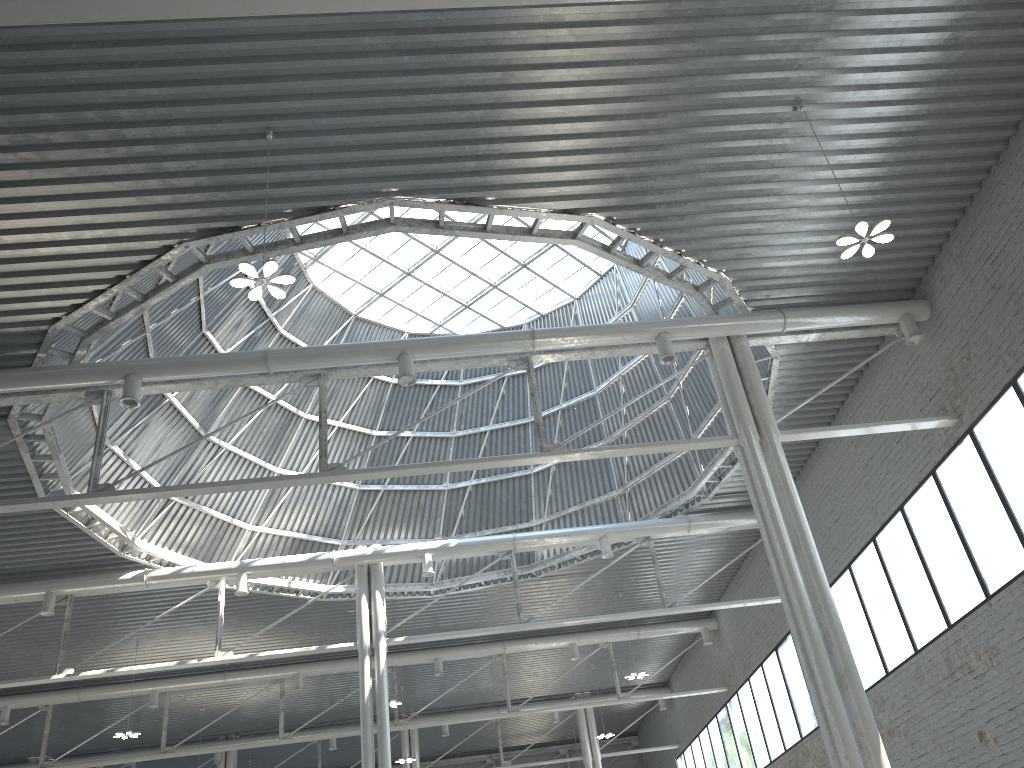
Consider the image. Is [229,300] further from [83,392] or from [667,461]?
[667,461]
